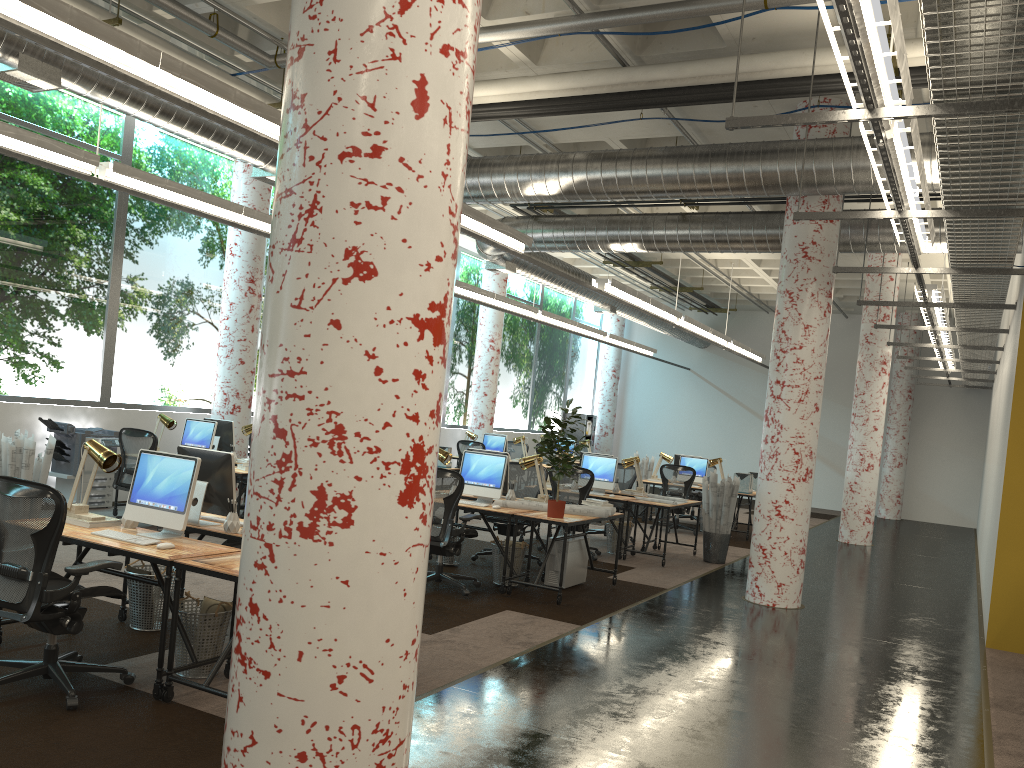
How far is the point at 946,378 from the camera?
18.6 meters

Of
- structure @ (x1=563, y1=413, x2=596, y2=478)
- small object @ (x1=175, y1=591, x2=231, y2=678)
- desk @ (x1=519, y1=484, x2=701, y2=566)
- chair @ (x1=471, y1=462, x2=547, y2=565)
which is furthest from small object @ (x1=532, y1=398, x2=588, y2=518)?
structure @ (x1=563, y1=413, x2=596, y2=478)

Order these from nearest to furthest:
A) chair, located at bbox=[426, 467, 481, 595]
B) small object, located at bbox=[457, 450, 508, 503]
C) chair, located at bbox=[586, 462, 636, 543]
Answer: chair, located at bbox=[426, 467, 481, 595] → small object, located at bbox=[457, 450, 508, 503] → chair, located at bbox=[586, 462, 636, 543]

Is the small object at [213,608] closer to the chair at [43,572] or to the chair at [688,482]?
the chair at [43,572]

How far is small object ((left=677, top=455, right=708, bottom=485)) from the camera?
14.61m

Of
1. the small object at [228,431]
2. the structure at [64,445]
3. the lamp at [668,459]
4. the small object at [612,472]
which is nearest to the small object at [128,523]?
the small object at [228,431]

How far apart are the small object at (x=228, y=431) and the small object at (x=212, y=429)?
0.51m

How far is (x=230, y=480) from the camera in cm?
556

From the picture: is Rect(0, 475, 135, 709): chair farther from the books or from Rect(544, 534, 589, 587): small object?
Rect(544, 534, 589, 587): small object

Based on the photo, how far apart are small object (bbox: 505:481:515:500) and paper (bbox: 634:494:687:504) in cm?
266
